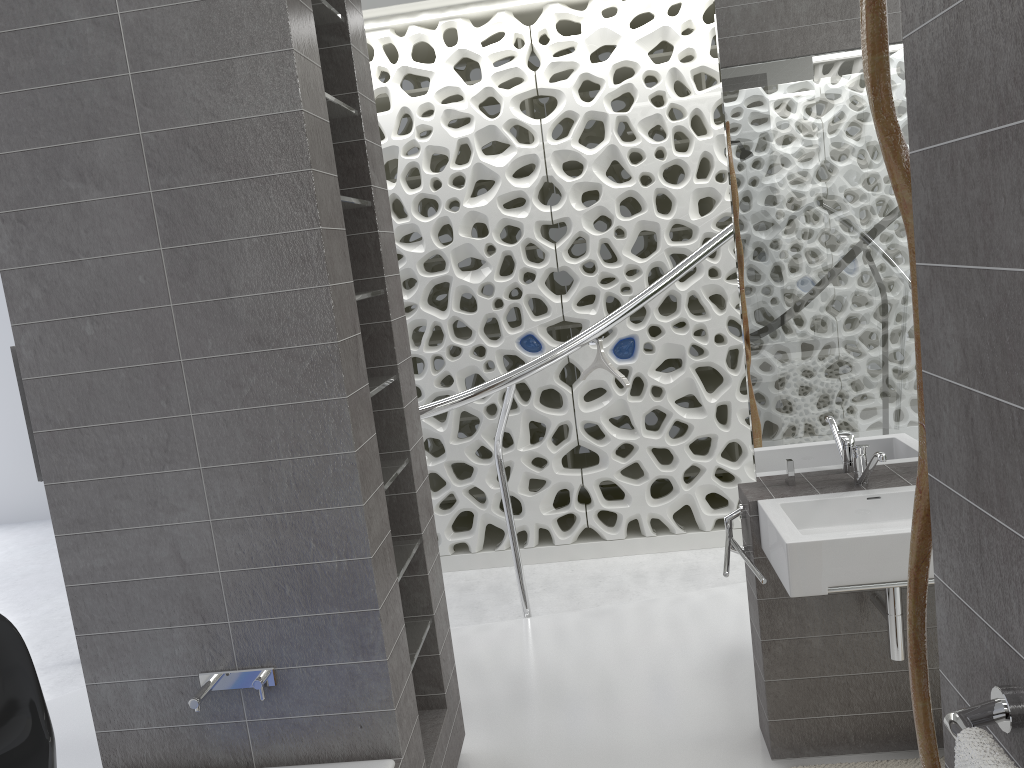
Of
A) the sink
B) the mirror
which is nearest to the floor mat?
the sink

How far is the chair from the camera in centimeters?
252cm

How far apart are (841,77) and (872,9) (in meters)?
1.40

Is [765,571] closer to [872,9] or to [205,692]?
[205,692]

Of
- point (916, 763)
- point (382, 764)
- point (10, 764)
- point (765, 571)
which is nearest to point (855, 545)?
point (765, 571)

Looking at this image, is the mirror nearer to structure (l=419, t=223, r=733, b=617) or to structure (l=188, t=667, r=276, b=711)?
structure (l=419, t=223, r=733, b=617)

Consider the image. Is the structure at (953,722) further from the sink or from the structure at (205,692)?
the structure at (205,692)

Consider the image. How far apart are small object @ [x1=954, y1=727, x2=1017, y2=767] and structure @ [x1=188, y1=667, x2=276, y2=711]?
1.7m

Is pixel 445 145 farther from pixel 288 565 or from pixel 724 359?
pixel 288 565

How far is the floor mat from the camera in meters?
2.7
